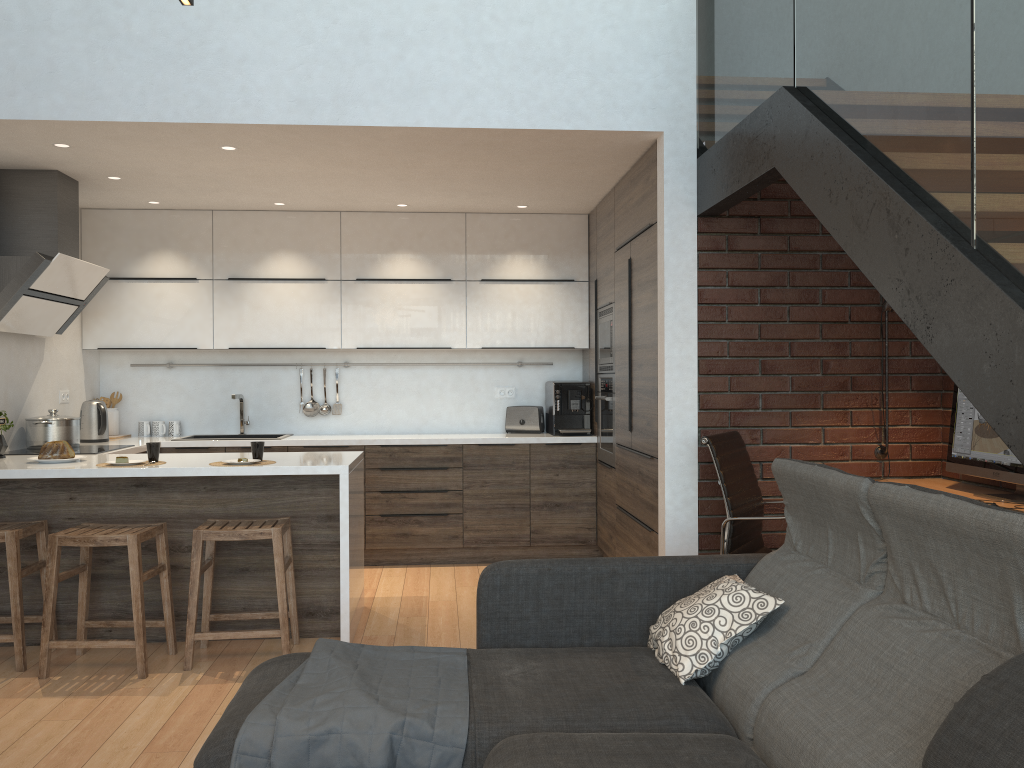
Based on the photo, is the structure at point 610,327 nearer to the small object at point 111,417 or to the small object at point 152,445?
the small object at point 152,445

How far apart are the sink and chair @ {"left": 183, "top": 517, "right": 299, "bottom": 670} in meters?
2.2

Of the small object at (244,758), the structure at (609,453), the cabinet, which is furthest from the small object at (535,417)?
the small object at (244,758)

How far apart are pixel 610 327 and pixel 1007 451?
2.5 meters

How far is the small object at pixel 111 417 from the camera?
6.1 meters

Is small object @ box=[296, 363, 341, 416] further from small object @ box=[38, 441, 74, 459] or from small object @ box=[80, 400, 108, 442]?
small object @ box=[38, 441, 74, 459]

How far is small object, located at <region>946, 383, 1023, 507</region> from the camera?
3.5 meters

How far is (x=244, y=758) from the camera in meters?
2.1

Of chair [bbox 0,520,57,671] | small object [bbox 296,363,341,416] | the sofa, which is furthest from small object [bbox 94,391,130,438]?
the sofa

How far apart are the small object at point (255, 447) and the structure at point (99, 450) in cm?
Result: 127
